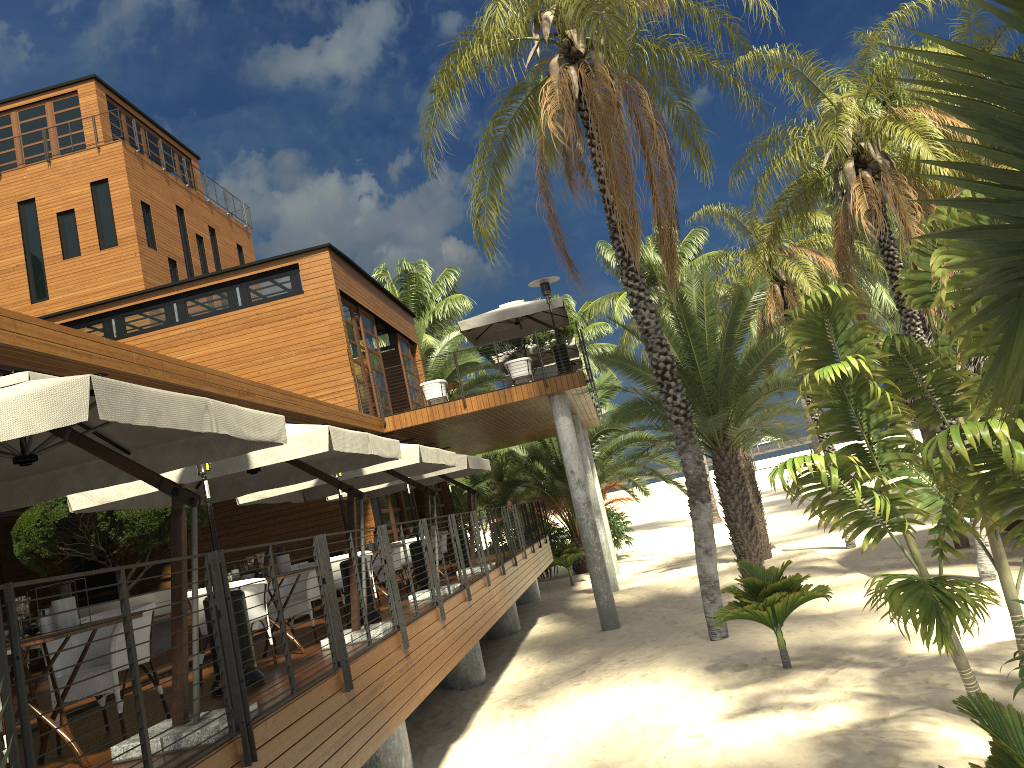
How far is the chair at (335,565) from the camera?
10.8 meters

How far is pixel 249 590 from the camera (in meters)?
7.61

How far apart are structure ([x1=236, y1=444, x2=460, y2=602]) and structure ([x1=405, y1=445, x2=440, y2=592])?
1.24m

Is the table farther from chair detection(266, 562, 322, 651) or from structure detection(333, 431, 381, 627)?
structure detection(333, 431, 381, 627)

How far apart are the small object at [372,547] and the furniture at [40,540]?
2.9 meters

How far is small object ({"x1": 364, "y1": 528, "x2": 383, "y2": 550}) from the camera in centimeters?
1170cm

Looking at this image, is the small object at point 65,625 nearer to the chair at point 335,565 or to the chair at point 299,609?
the chair at point 299,609

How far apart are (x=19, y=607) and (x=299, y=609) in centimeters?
421cm

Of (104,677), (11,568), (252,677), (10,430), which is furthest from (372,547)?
(11,568)

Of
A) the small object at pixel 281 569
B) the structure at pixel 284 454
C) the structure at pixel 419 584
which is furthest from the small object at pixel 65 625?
the structure at pixel 419 584
